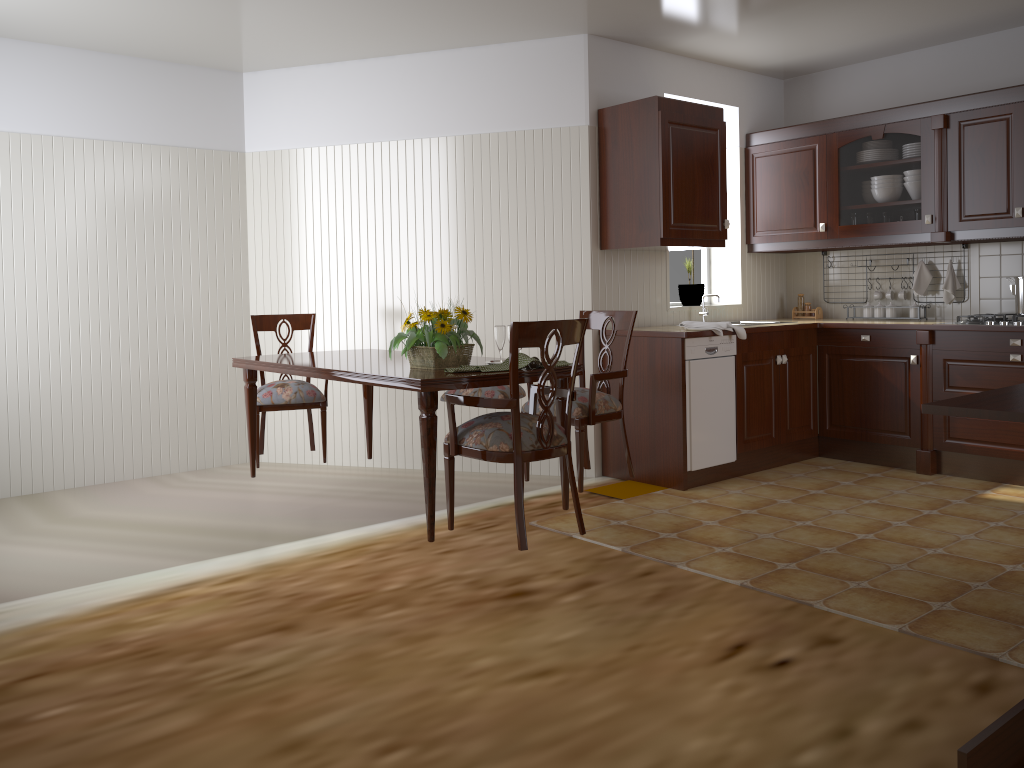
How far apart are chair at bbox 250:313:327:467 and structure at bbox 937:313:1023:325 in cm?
339

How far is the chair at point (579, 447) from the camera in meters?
3.7

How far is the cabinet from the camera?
4.53m

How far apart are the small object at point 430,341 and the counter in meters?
1.5 m

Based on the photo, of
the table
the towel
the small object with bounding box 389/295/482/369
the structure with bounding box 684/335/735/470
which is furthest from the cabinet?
the small object with bounding box 389/295/482/369

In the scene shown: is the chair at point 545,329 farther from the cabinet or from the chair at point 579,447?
the cabinet

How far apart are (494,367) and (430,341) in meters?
0.3

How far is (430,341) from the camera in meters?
3.2

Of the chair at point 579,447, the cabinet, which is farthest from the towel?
the chair at point 579,447

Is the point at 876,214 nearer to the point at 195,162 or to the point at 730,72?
the point at 730,72
